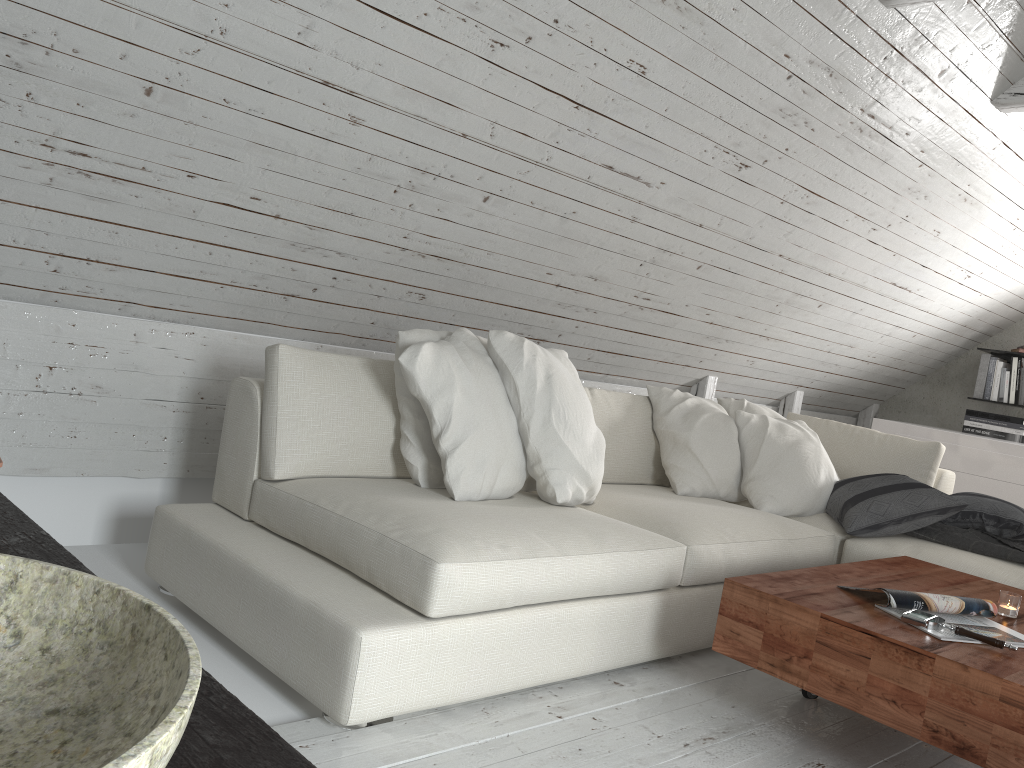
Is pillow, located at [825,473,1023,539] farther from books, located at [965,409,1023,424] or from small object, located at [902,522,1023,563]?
books, located at [965,409,1023,424]

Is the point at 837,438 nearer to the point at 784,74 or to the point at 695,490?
the point at 695,490

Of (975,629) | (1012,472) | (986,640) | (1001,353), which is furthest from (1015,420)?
(986,640)

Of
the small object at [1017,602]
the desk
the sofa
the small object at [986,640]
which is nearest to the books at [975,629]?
the small object at [986,640]

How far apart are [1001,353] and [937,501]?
3.0 meters

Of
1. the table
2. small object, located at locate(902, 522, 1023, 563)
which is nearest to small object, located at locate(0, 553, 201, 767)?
the table

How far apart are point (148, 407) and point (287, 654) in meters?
1.2 m

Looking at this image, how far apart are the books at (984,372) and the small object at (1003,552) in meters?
2.7

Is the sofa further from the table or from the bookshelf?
the bookshelf

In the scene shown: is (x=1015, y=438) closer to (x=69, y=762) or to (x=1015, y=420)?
(x=1015, y=420)
